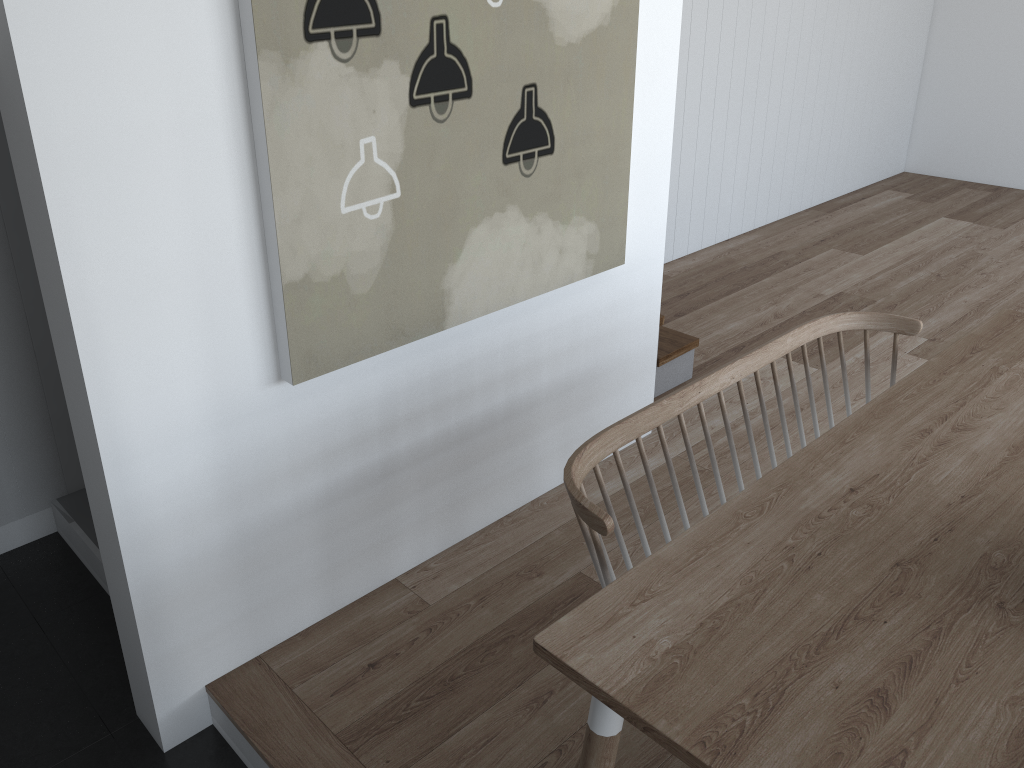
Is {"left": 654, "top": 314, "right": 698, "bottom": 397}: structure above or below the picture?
below

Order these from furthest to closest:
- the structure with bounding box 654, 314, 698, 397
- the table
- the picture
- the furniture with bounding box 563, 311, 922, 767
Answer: the structure with bounding box 654, 314, 698, 397
the picture
the furniture with bounding box 563, 311, 922, 767
the table

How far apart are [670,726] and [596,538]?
0.48m

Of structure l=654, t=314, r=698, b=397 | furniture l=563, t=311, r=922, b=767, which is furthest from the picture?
structure l=654, t=314, r=698, b=397

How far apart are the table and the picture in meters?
1.0

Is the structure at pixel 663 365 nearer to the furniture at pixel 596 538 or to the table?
the furniture at pixel 596 538

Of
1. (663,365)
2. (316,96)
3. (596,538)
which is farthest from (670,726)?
(663,365)

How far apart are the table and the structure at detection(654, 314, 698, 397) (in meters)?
1.38

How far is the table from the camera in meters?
1.3

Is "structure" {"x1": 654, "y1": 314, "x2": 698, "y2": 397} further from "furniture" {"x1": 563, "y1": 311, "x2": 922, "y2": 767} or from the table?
the table
